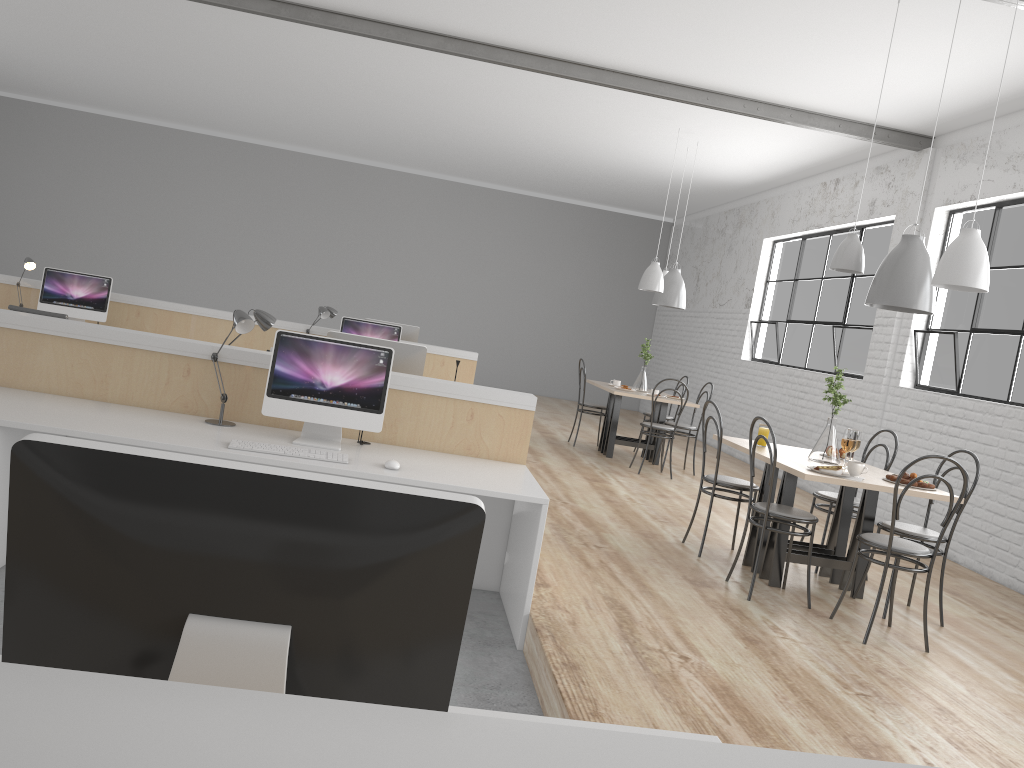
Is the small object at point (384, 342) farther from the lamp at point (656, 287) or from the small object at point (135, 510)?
the lamp at point (656, 287)

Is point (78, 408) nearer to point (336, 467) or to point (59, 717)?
point (336, 467)

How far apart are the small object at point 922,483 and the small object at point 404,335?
3.8 meters

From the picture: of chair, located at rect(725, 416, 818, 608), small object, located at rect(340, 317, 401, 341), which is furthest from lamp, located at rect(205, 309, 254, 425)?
small object, located at rect(340, 317, 401, 341)

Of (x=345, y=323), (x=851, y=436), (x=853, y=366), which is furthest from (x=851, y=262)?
(x=345, y=323)

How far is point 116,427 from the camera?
2.7m

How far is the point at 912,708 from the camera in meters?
2.5 m

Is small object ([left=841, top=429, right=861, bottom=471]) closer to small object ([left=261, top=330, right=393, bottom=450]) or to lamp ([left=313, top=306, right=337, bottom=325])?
small object ([left=261, top=330, right=393, bottom=450])

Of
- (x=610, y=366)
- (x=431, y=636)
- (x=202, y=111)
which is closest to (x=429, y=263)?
(x=610, y=366)

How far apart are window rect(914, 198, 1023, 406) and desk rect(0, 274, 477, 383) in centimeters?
291cm
